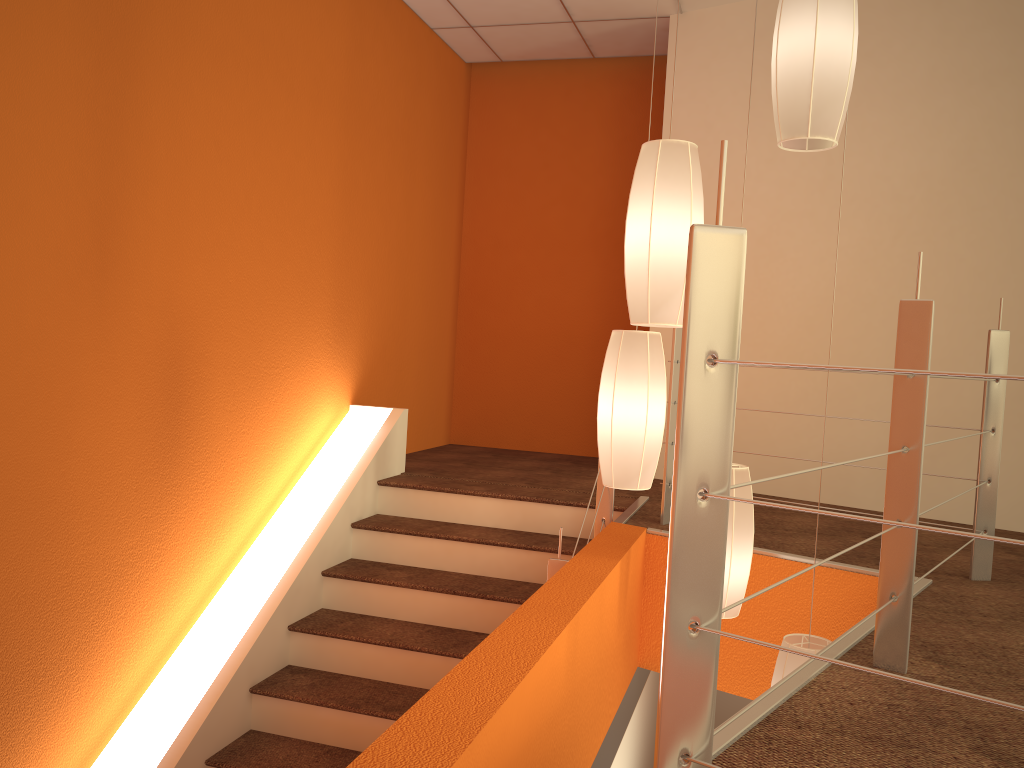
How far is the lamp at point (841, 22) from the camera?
2.03m

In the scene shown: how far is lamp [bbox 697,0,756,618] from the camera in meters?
2.6 m

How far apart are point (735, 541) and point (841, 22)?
1.4m

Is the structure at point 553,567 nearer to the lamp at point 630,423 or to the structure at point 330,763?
the structure at point 330,763

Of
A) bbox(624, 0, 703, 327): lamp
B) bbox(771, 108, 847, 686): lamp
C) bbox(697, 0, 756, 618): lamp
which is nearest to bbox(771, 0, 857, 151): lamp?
bbox(624, 0, 703, 327): lamp

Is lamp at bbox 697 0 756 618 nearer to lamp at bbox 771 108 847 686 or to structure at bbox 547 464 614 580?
lamp at bbox 771 108 847 686

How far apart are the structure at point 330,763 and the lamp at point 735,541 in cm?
102

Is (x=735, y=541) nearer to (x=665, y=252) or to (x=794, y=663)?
(x=794, y=663)

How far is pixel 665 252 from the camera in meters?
2.1 m

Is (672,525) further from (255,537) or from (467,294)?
(467,294)
